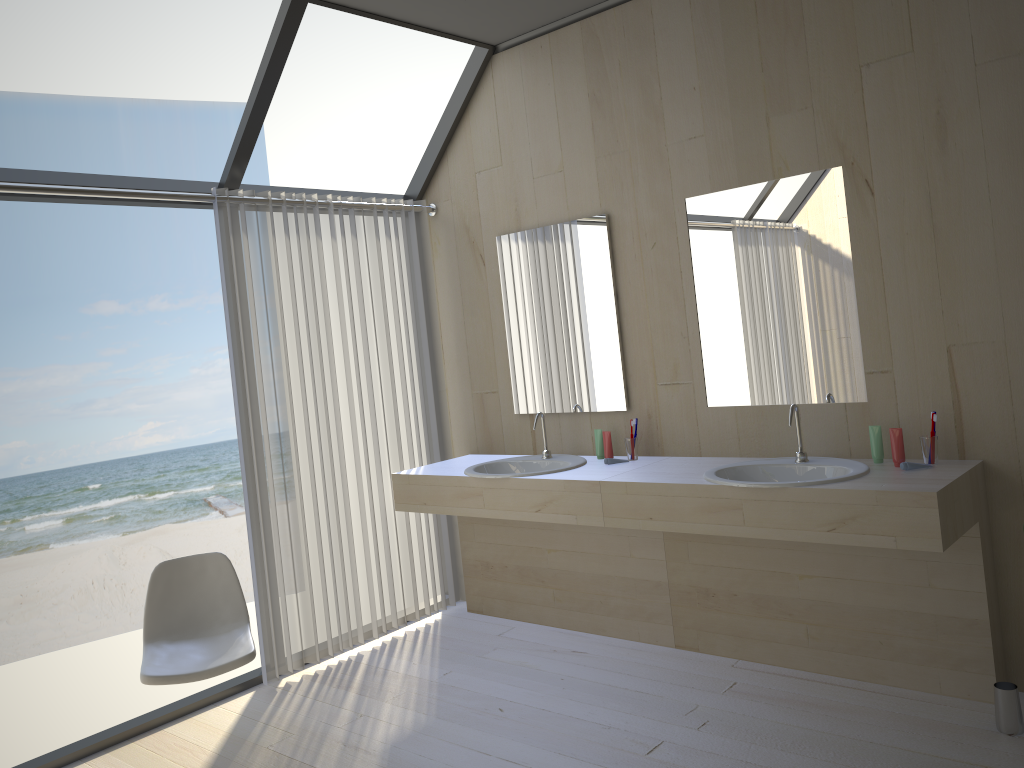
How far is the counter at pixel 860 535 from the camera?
2.75m

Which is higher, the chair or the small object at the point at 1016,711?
the chair

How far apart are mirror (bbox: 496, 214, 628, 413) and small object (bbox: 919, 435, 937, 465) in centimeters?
127cm

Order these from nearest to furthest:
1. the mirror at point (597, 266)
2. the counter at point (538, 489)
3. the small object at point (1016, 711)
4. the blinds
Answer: the small object at point (1016, 711) → the counter at point (538, 489) → the blinds → the mirror at point (597, 266)

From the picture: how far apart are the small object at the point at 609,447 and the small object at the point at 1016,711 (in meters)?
1.65

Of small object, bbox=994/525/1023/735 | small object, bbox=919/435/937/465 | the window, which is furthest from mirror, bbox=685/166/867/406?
the window

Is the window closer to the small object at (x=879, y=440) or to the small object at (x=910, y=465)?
the small object at (x=879, y=440)

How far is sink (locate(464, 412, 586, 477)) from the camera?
3.8m

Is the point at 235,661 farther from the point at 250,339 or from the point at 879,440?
the point at 879,440

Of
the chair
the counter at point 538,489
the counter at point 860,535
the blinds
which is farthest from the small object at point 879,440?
the chair
